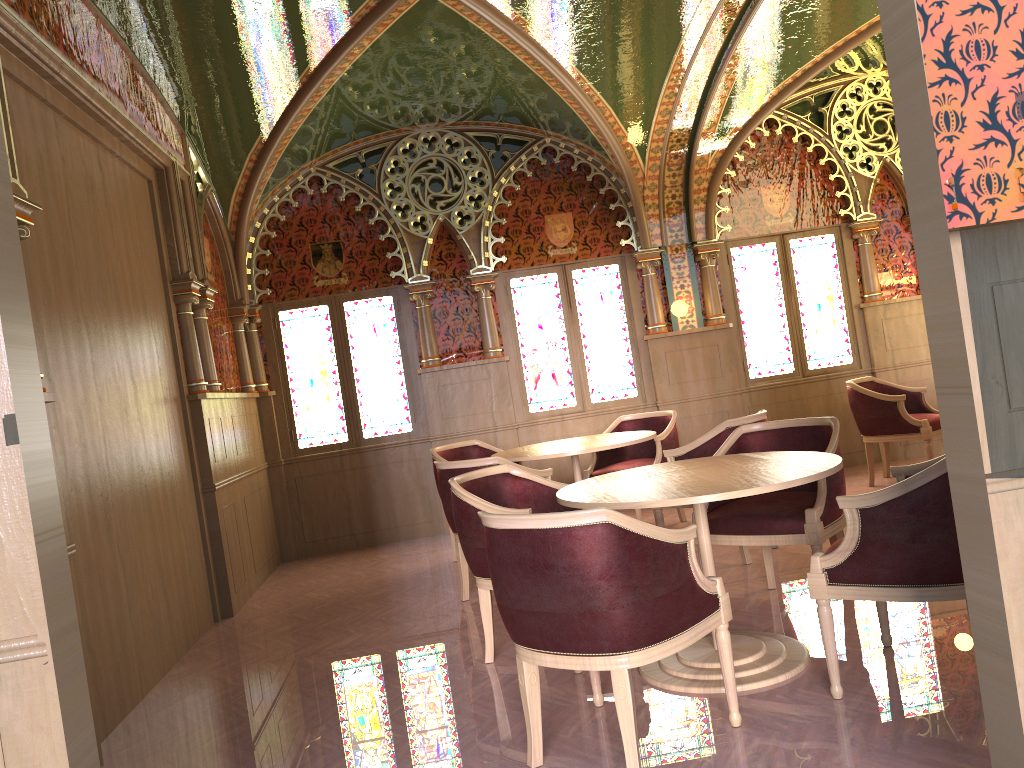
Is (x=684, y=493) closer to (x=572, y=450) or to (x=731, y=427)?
(x=731, y=427)

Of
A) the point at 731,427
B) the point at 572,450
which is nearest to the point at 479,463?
the point at 572,450

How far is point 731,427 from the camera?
5.1 meters

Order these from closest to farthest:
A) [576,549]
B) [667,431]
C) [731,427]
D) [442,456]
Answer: [576,549], [731,427], [667,431], [442,456]

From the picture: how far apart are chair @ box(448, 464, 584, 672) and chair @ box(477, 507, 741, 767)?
0.76m

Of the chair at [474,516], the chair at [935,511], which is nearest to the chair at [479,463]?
the chair at [474,516]

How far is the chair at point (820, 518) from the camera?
3.94m

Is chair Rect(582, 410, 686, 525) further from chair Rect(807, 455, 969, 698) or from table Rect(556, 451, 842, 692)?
chair Rect(807, 455, 969, 698)

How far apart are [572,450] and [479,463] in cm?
80

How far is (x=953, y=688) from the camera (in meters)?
3.03
